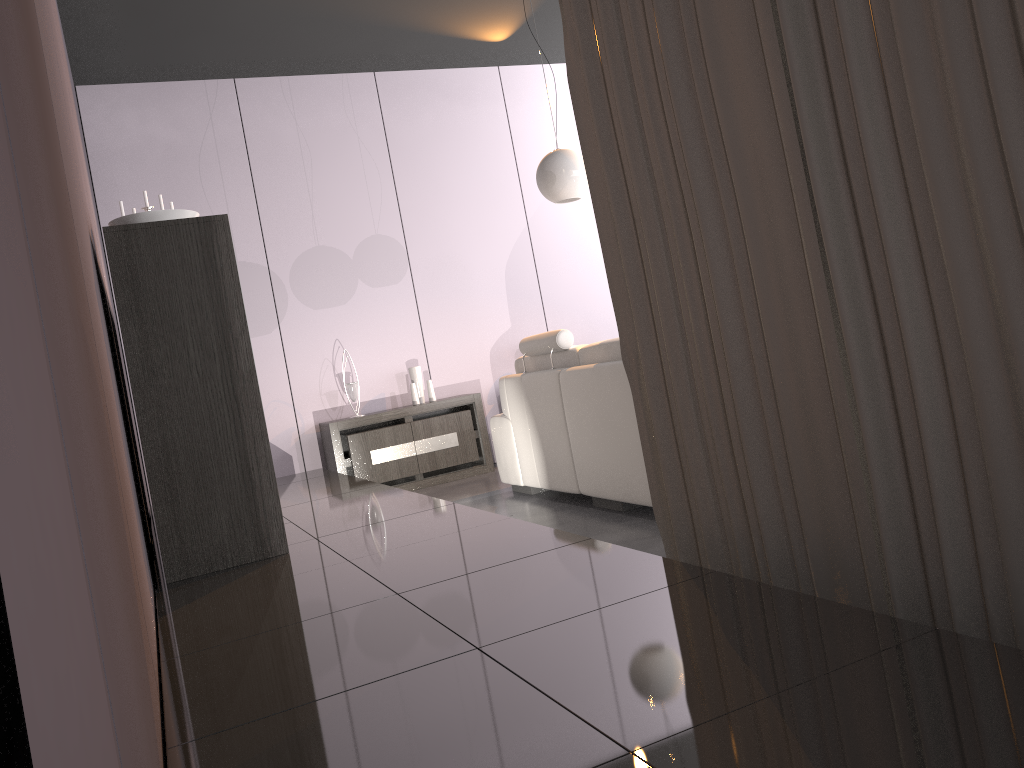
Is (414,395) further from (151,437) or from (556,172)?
(151,437)

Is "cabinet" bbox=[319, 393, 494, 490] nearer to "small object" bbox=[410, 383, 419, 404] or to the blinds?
"small object" bbox=[410, 383, 419, 404]

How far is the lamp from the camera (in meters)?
4.74

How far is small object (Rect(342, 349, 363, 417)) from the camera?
6.0 meters

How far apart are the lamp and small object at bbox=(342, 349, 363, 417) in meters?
2.0

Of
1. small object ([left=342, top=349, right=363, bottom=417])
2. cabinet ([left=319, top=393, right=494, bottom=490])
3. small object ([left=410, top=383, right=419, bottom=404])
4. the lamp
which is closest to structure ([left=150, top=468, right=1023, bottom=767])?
cabinet ([left=319, top=393, right=494, bottom=490])

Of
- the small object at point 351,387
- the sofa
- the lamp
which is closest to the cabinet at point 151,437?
the sofa

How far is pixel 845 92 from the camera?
1.42m

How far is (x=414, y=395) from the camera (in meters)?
6.14

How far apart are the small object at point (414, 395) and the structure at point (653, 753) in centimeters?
110cm
